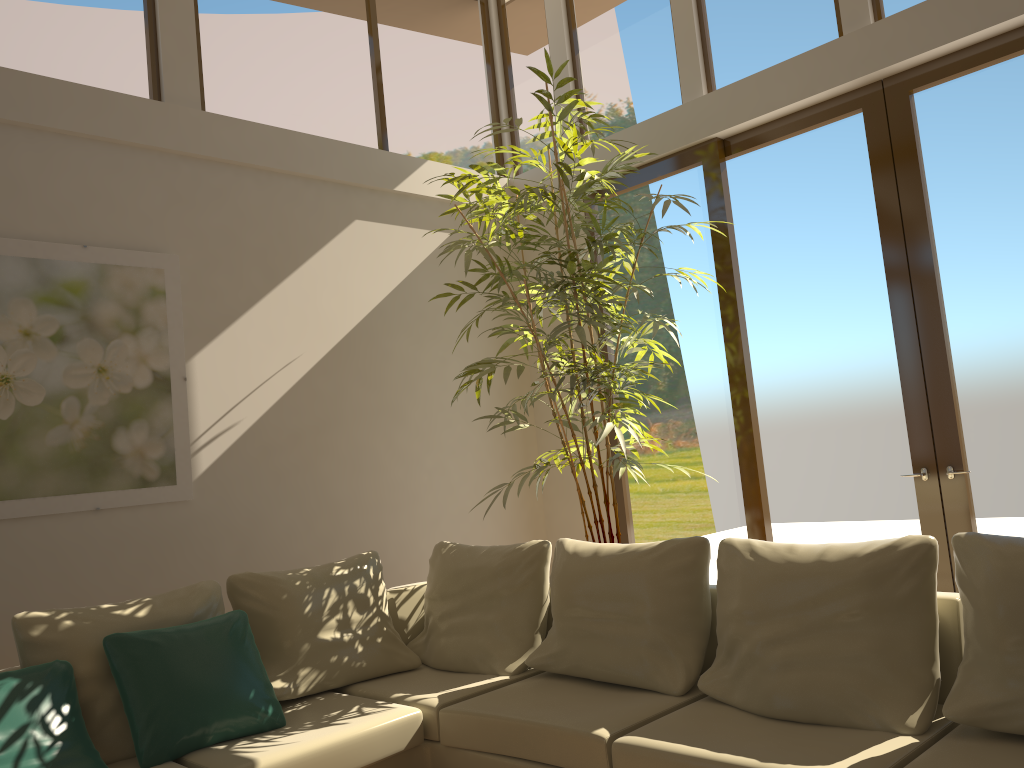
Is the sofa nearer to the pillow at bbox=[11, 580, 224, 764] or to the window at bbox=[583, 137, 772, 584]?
the pillow at bbox=[11, 580, 224, 764]

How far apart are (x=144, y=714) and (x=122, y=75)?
3.29m

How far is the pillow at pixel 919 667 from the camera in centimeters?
276cm

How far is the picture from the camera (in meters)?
4.05

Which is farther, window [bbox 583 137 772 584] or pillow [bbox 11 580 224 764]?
window [bbox 583 137 772 584]

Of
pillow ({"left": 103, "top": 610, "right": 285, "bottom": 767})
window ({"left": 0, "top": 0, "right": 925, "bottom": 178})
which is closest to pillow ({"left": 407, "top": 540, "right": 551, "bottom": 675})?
pillow ({"left": 103, "top": 610, "right": 285, "bottom": 767})

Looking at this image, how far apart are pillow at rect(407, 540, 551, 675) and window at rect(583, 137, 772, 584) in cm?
166

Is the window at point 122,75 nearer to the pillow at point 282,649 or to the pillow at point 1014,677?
the pillow at point 282,649

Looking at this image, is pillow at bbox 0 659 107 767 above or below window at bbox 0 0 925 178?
below

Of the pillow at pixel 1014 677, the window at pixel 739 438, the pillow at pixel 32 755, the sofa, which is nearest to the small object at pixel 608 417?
the window at pixel 739 438
